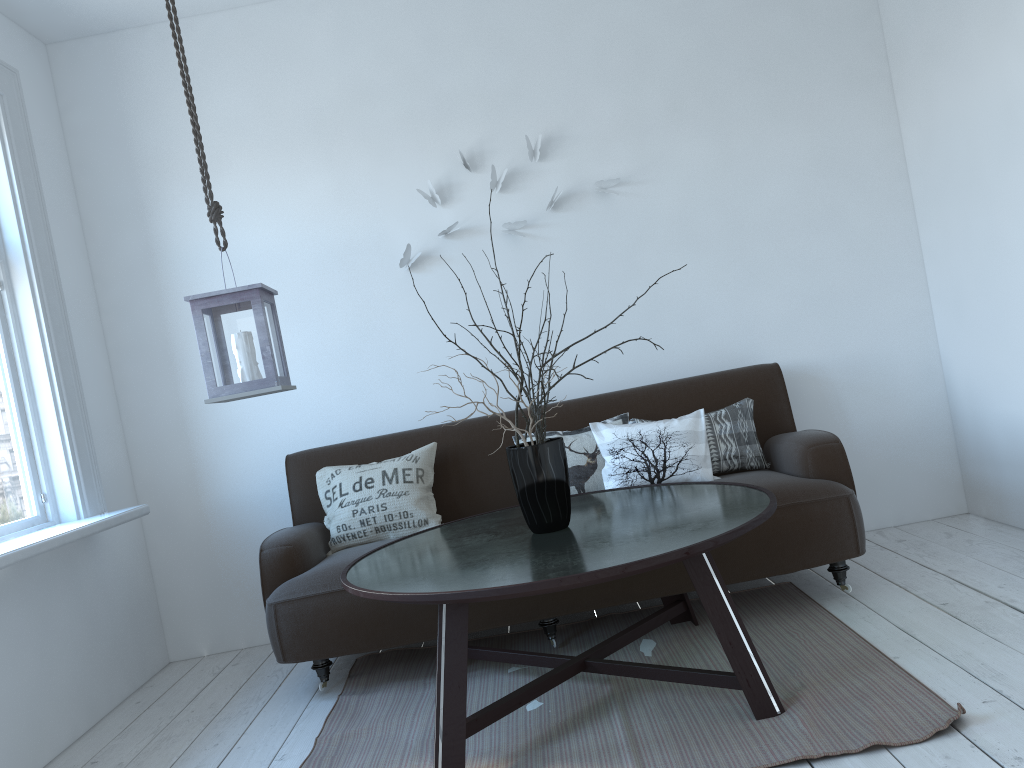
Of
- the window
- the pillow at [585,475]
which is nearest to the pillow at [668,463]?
the pillow at [585,475]

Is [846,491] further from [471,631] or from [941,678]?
[471,631]

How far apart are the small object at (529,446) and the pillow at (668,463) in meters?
0.7

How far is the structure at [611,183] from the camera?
3.92m

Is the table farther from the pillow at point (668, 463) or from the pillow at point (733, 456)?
the pillow at point (733, 456)

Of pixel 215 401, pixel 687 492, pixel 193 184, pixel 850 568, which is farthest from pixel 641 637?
pixel 193 184

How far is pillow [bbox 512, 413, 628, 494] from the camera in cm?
345

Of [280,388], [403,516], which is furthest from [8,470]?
[403,516]

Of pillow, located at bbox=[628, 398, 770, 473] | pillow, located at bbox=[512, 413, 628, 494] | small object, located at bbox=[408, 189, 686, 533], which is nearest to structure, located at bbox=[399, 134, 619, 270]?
pillow, located at bbox=[512, 413, 628, 494]

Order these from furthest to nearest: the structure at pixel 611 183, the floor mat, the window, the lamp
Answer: the structure at pixel 611 183, the window, the lamp, the floor mat
